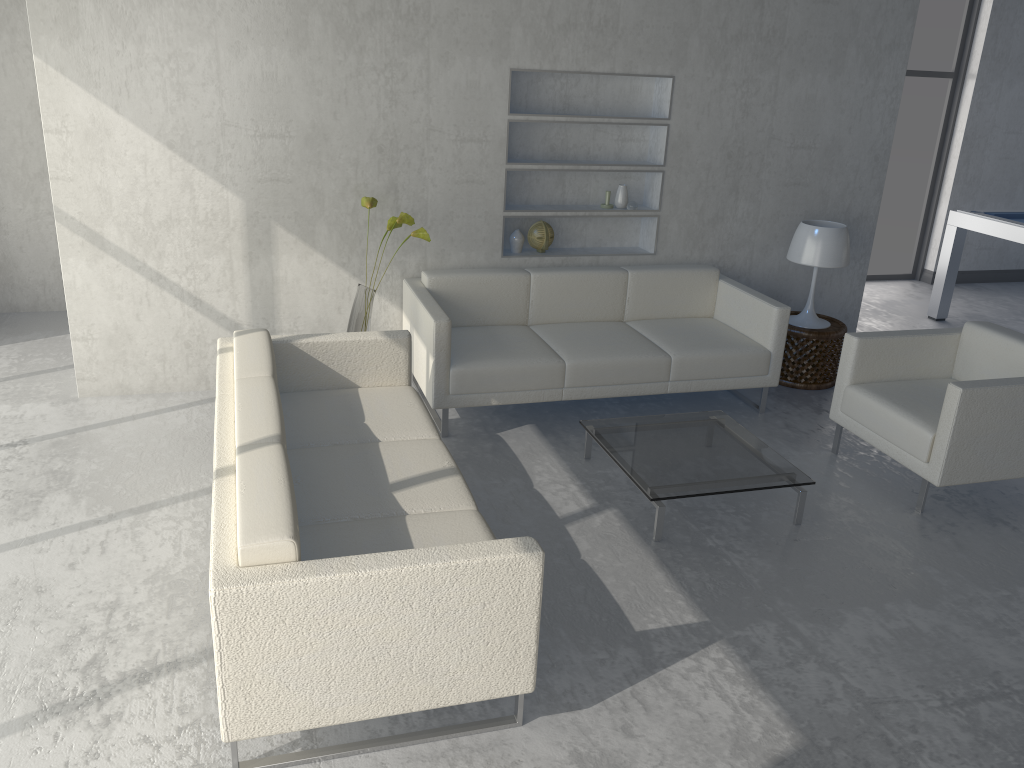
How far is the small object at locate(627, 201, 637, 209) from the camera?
5.04m

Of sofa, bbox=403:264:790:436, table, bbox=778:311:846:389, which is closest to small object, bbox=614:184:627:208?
sofa, bbox=403:264:790:436

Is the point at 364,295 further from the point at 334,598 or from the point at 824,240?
the point at 824,240

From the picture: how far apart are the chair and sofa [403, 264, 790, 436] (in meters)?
0.45

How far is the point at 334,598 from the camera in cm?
209

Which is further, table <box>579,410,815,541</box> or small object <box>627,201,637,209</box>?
small object <box>627,201,637,209</box>

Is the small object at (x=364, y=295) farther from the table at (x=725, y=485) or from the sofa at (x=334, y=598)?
the table at (x=725, y=485)

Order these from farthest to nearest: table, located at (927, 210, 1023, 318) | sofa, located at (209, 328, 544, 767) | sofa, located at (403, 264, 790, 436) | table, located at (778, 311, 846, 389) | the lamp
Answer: table, located at (927, 210, 1023, 318)
table, located at (778, 311, 846, 389)
the lamp
sofa, located at (403, 264, 790, 436)
sofa, located at (209, 328, 544, 767)

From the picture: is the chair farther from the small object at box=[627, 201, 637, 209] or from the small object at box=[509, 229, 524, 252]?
the small object at box=[509, 229, 524, 252]

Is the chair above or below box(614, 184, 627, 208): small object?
below
